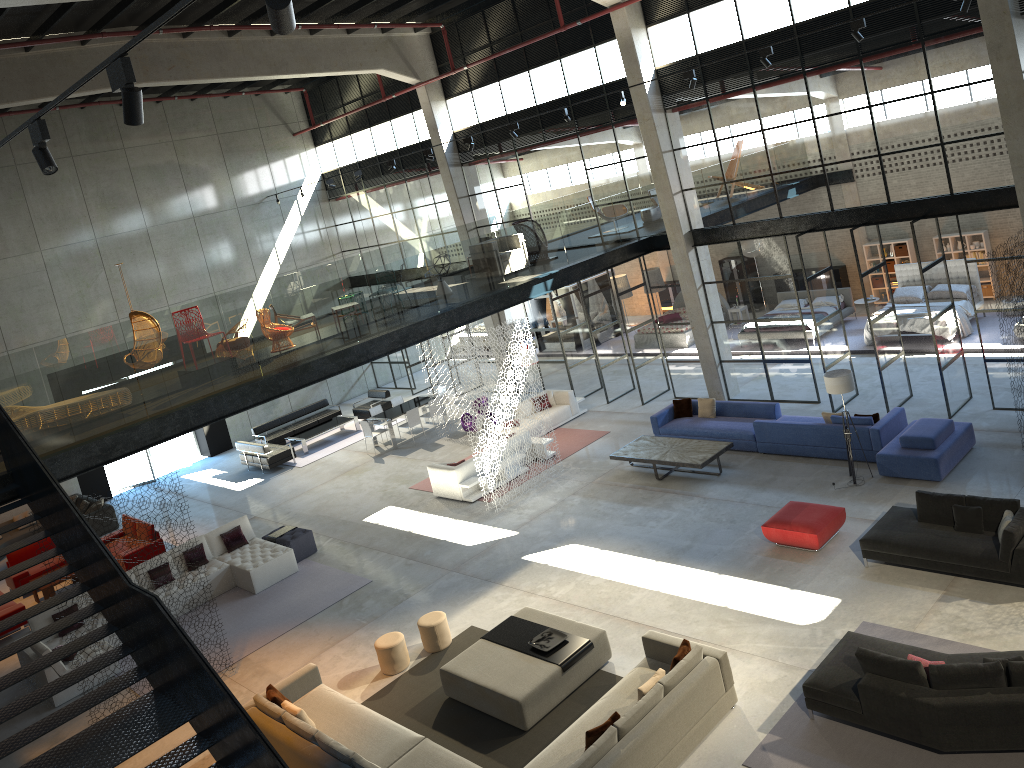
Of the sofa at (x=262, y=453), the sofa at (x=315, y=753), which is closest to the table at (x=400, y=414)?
the sofa at (x=262, y=453)

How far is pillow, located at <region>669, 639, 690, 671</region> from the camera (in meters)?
9.46

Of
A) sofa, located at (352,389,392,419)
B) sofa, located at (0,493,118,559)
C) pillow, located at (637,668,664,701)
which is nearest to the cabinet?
sofa, located at (352,389,392,419)

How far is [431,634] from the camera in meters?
12.2

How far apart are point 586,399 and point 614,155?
6.12m

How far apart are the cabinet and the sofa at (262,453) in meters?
15.1 m

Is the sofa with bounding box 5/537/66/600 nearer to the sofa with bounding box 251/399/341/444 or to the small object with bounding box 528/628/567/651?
the sofa with bounding box 251/399/341/444

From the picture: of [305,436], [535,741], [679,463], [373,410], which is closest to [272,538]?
[373,410]

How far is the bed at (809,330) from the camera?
21.6 meters

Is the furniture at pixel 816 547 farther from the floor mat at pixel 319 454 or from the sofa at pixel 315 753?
the floor mat at pixel 319 454
